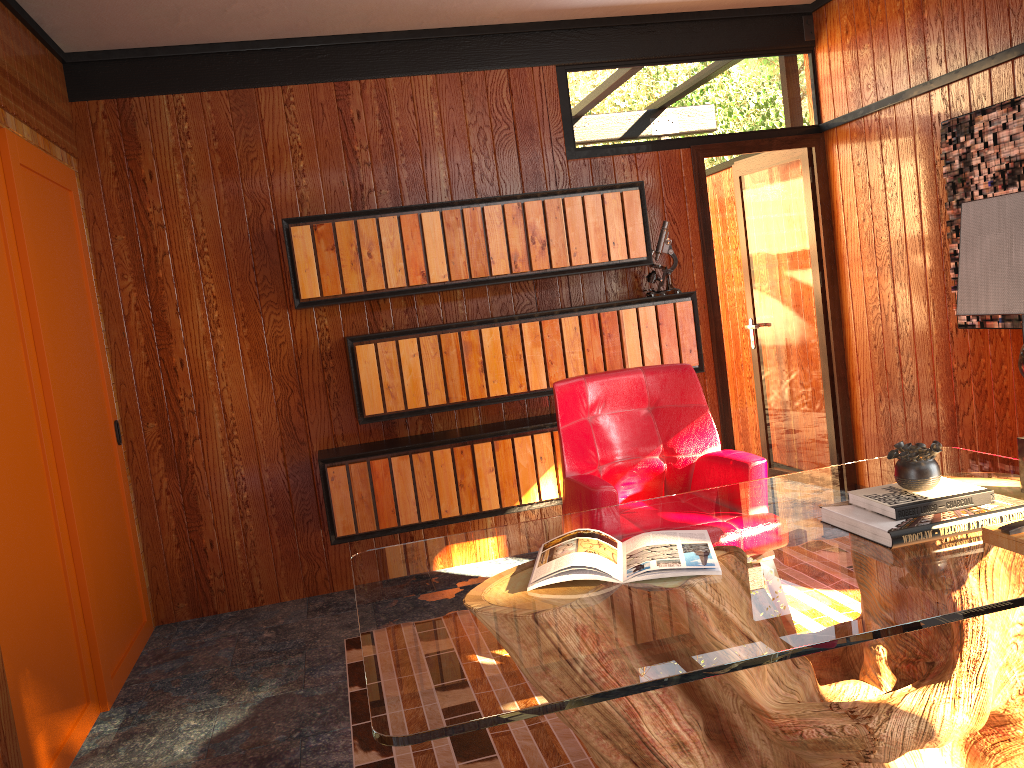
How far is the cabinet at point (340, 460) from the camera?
3.9m

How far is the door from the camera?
4.62m

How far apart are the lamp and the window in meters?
2.7 m

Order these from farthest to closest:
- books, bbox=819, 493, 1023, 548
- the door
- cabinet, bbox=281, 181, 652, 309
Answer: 1. the door
2. cabinet, bbox=281, 181, 652, 309
3. books, bbox=819, 493, 1023, 548

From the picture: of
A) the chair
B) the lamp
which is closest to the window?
the chair

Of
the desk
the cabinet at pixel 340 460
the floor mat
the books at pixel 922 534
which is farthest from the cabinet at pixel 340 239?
the books at pixel 922 534

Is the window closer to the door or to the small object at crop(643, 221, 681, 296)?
the small object at crop(643, 221, 681, 296)

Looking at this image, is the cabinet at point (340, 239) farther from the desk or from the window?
the desk

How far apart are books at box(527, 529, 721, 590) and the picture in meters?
2.1

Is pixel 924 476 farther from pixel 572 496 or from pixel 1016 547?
pixel 572 496
